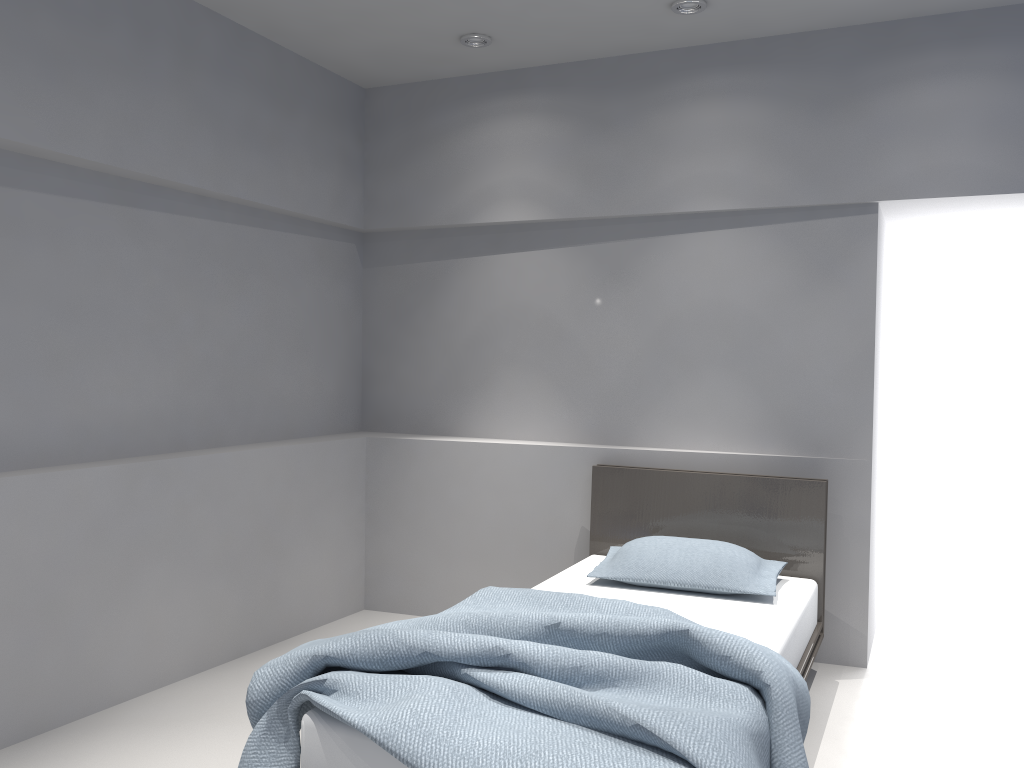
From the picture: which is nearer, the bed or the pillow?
the bed

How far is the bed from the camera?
1.97m

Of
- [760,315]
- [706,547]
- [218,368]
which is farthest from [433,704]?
[760,315]

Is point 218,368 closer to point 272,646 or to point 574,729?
point 272,646

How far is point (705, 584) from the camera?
3.34m

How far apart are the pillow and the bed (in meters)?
0.03

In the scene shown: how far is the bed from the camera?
2.0 meters

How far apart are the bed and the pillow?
0.0m

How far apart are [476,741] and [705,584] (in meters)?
1.59
